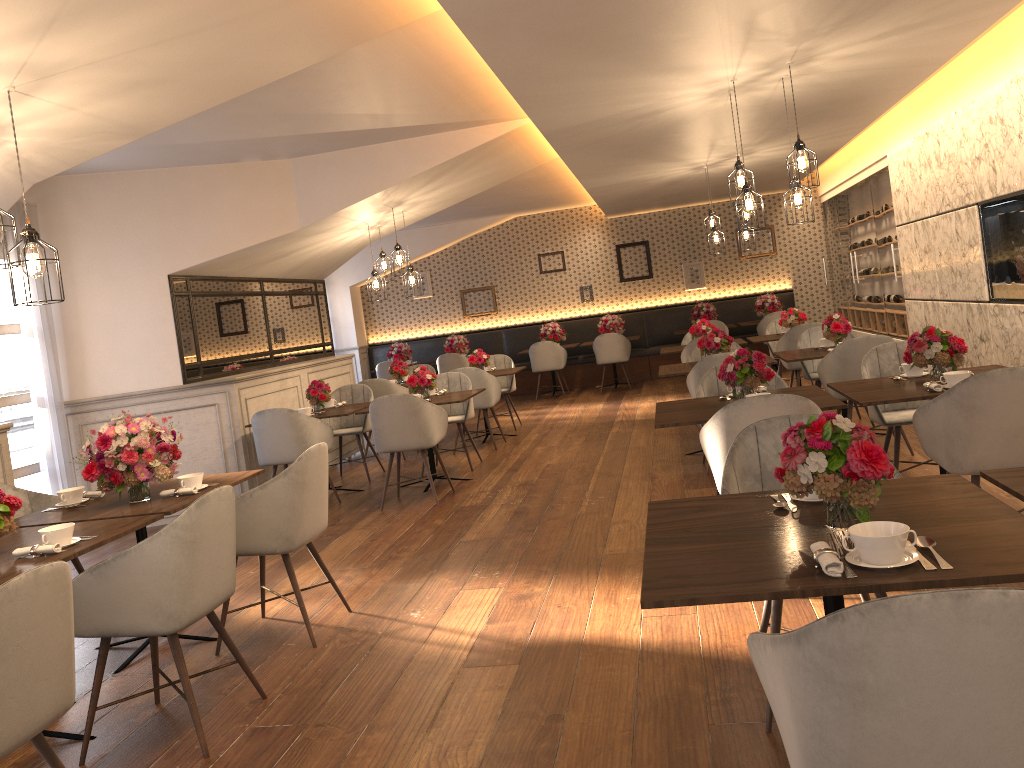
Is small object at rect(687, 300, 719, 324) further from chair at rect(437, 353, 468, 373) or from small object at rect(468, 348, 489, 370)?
small object at rect(468, 348, 489, 370)

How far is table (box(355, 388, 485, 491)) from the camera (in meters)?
7.12

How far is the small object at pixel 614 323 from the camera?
13.33m

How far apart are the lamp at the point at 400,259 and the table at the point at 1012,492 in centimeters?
624cm

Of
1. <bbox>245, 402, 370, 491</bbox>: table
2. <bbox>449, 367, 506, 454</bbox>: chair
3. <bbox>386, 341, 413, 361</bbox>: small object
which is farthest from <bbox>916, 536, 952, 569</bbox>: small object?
<bbox>386, 341, 413, 361</bbox>: small object

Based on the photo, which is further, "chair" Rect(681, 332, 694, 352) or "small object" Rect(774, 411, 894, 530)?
"chair" Rect(681, 332, 694, 352)

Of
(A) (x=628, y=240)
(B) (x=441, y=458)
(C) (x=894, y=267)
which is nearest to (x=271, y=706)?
(B) (x=441, y=458)

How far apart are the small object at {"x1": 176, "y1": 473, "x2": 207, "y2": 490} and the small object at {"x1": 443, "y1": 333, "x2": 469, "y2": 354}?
9.6 meters

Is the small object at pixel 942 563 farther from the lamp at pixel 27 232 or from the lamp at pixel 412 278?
the lamp at pixel 412 278

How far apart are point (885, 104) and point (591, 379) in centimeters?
745cm
